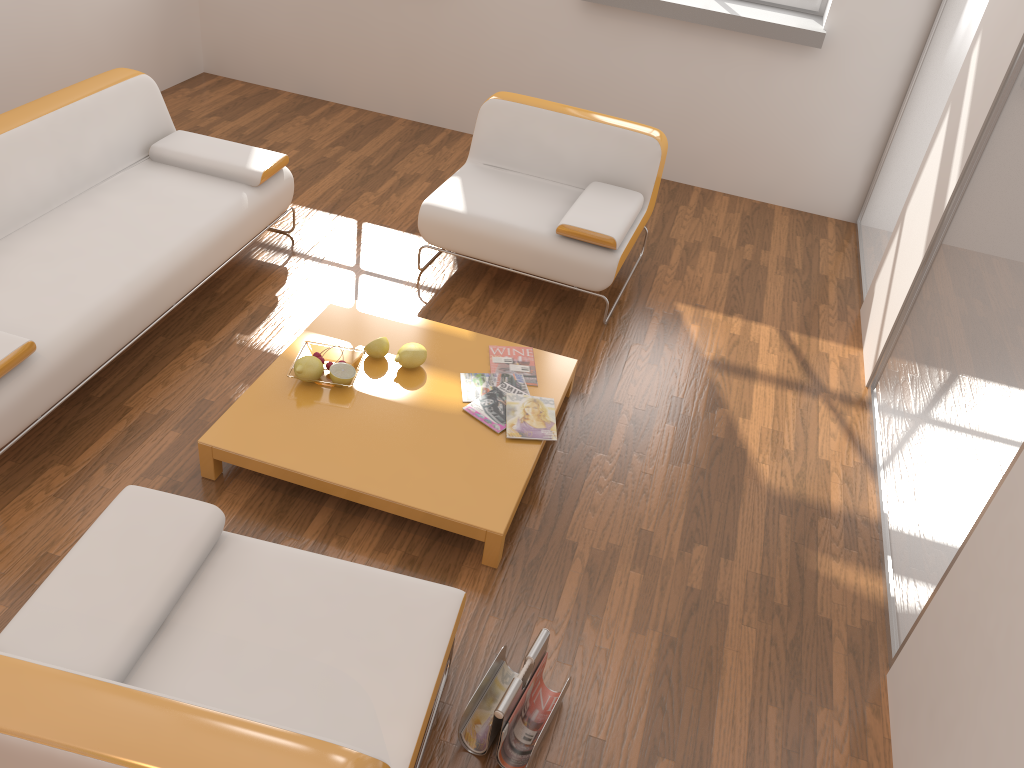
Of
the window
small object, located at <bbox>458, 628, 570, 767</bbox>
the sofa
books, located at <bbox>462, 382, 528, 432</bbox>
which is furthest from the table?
the window

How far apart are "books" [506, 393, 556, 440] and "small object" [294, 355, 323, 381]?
0.7 meters

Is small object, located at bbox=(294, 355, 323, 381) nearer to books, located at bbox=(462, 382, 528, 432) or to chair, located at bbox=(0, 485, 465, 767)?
books, located at bbox=(462, 382, 528, 432)

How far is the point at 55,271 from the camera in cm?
304

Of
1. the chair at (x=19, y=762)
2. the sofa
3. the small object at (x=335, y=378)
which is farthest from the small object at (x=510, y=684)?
the sofa

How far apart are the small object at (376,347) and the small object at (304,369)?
0.2 meters

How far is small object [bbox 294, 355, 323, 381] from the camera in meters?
3.0

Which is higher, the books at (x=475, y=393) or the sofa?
the sofa

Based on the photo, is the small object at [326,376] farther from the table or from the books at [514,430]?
the books at [514,430]

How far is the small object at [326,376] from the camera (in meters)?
3.09
